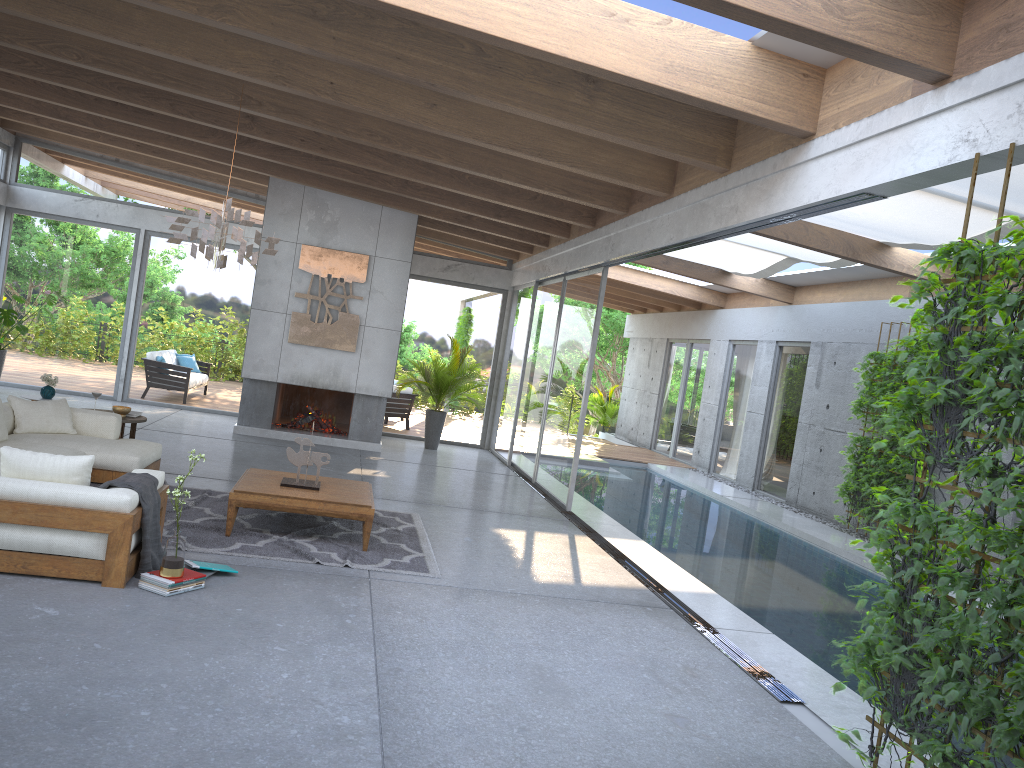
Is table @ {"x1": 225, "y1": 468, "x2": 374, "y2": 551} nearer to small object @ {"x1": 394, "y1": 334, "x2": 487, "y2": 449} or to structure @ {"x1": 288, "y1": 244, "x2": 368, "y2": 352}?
structure @ {"x1": 288, "y1": 244, "x2": 368, "y2": 352}

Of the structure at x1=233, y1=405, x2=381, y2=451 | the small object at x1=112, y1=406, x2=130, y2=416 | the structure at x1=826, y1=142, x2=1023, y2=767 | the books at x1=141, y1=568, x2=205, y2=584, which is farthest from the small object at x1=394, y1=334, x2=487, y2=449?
the books at x1=141, y1=568, x2=205, y2=584

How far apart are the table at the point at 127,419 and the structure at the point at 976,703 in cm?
698

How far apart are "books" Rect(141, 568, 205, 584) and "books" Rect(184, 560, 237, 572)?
0.2m

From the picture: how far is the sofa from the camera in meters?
4.9 m

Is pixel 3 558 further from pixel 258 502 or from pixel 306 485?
pixel 306 485

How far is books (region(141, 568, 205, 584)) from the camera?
5.0 meters

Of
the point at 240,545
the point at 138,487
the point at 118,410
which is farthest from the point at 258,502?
the point at 118,410

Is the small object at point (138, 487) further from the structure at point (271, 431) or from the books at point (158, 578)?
the structure at point (271, 431)

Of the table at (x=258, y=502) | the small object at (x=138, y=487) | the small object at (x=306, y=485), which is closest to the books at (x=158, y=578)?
the small object at (x=138, y=487)
